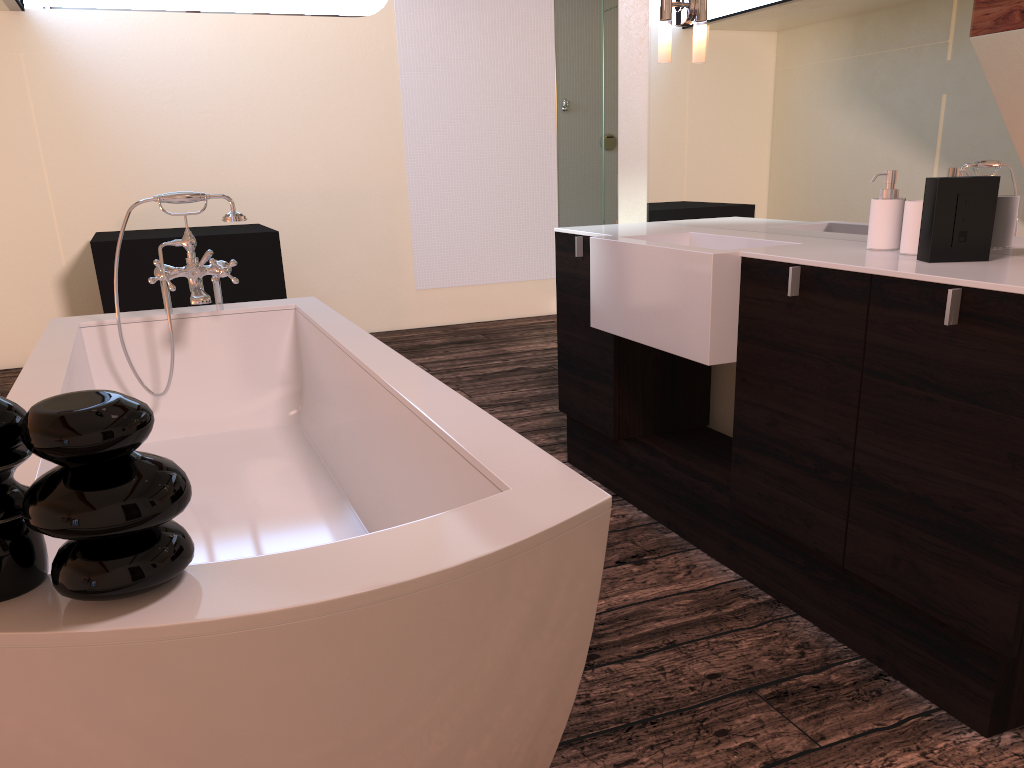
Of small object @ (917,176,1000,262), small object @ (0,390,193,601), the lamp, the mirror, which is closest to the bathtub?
small object @ (0,390,193,601)

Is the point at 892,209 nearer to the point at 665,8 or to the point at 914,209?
the point at 914,209

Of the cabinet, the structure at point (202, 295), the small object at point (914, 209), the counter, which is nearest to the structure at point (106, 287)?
the structure at point (202, 295)

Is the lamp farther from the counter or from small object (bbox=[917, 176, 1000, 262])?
small object (bbox=[917, 176, 1000, 262])

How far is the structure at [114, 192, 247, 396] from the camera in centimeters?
246cm

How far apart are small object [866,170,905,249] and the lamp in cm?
105

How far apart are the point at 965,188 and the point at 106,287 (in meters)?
3.80

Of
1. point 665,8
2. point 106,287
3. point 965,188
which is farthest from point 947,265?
point 106,287

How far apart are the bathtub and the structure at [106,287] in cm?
172

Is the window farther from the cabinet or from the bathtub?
the cabinet
